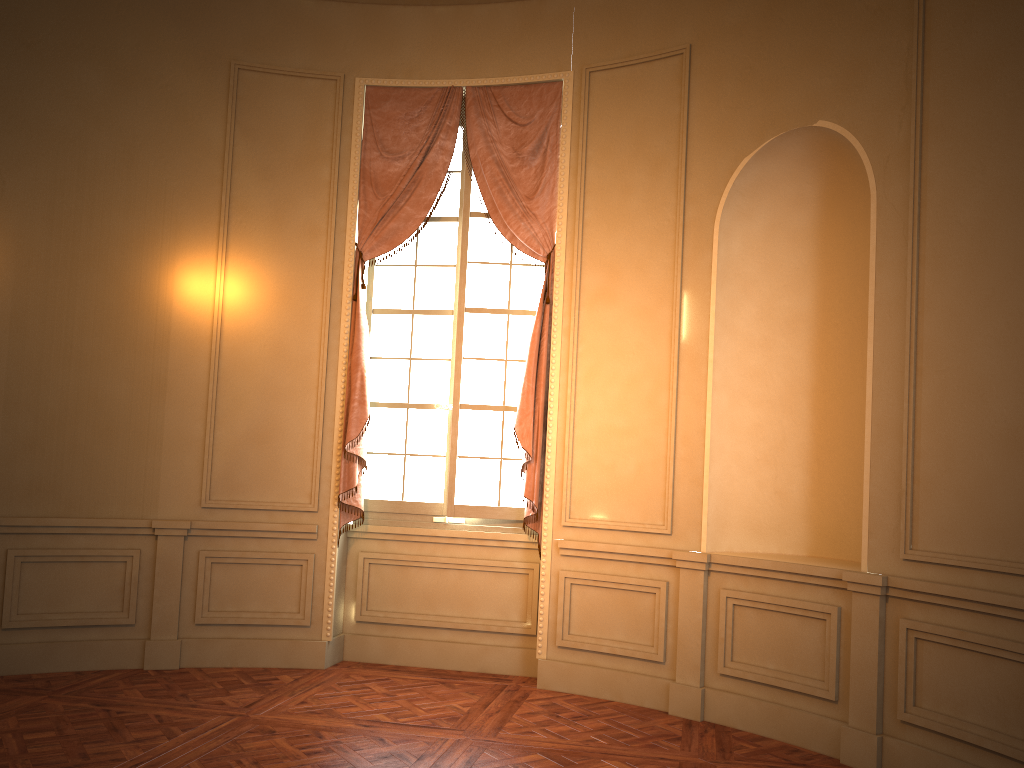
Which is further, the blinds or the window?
the window

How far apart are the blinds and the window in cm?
9

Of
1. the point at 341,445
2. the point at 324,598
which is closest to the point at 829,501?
the point at 341,445

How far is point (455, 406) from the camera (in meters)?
5.64

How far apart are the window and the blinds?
0.1m

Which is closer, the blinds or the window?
the blinds

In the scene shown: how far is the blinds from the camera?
5.4 meters

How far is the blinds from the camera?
5.4 meters

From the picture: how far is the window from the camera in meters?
5.6
